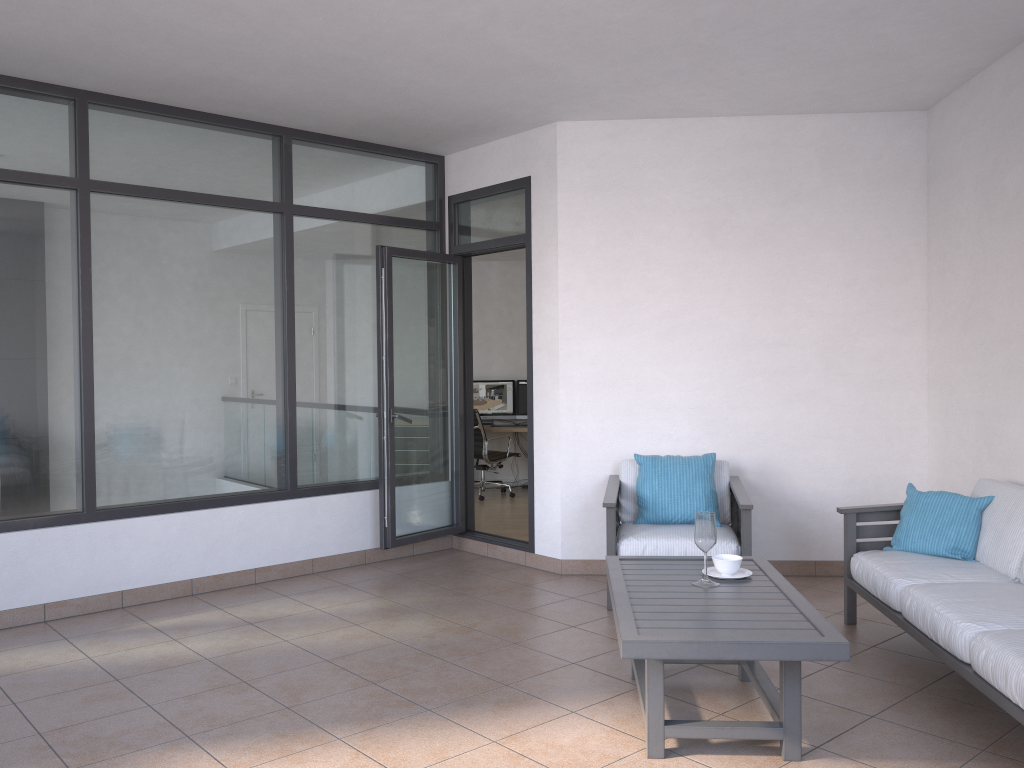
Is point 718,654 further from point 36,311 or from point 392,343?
point 36,311

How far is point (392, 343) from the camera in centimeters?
589cm

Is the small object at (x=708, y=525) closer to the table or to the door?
the table

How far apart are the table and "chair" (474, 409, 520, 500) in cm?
558

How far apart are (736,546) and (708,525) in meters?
1.4

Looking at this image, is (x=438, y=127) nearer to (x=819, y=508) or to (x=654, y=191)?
(x=654, y=191)

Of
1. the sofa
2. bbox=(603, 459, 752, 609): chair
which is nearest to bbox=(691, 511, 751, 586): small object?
the sofa

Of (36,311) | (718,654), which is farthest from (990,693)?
(36,311)

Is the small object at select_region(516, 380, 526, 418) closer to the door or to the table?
the door

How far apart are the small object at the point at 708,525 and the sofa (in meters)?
0.69
